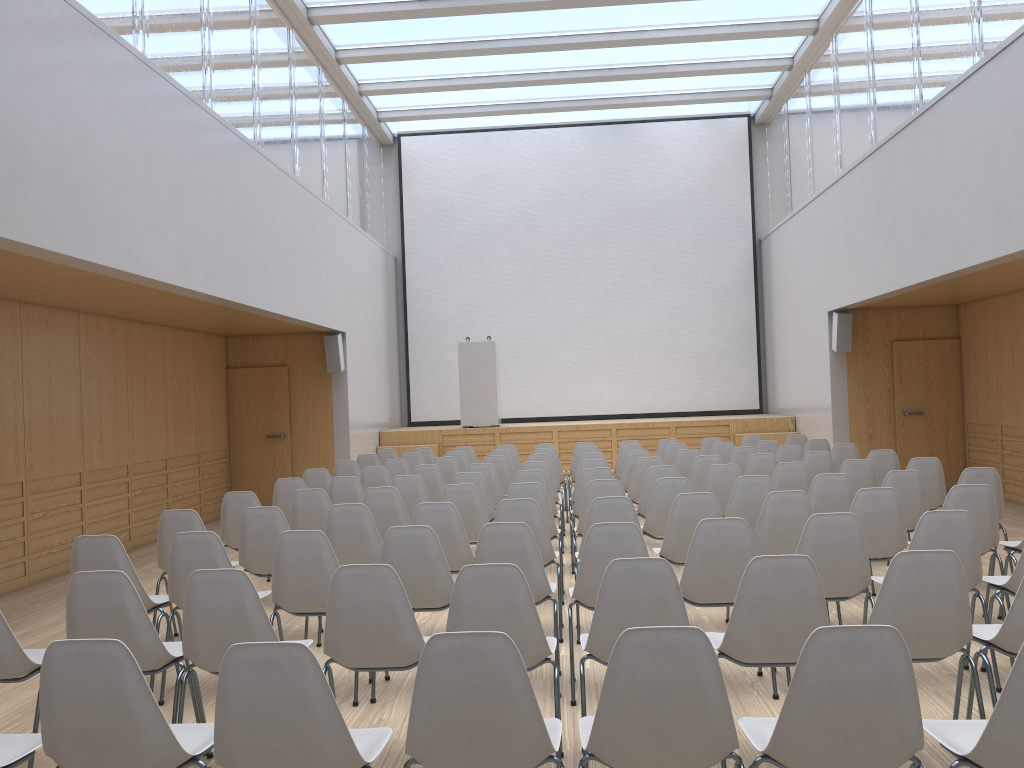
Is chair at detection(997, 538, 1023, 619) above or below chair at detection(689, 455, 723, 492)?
below

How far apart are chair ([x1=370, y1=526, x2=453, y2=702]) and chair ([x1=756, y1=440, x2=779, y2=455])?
6.47m

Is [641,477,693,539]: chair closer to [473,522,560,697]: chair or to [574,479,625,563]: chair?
[574,479,625,563]: chair

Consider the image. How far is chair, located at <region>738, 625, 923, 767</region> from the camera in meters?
2.3 m

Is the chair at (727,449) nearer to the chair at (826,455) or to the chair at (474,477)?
the chair at (826,455)

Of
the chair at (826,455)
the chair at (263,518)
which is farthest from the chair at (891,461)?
the chair at (263,518)

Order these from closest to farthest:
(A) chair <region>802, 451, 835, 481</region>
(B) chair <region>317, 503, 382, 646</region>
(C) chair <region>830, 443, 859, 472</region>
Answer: (B) chair <region>317, 503, 382, 646</region>
(A) chair <region>802, 451, 835, 481</region>
(C) chair <region>830, 443, 859, 472</region>

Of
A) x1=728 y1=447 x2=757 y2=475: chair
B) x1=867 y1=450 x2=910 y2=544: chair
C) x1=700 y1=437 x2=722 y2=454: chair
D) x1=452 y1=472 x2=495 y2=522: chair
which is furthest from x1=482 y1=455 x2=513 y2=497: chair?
x1=867 y1=450 x2=910 y2=544: chair

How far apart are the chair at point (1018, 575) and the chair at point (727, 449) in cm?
555

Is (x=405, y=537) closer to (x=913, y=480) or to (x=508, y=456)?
(x=913, y=480)
